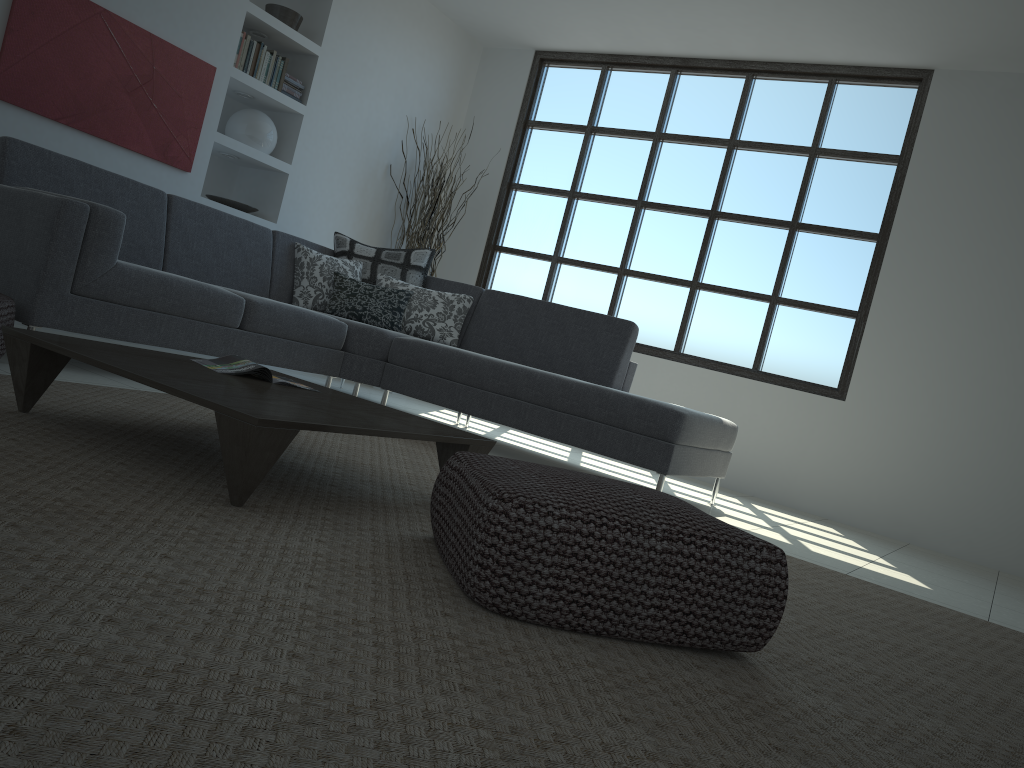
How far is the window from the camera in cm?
597

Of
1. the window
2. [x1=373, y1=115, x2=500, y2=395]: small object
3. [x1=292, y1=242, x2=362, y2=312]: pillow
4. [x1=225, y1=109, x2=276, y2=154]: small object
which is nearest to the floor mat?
[x1=292, y1=242, x2=362, y2=312]: pillow

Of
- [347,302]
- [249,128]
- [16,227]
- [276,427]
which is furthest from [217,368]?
[249,128]

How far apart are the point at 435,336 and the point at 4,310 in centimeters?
256cm

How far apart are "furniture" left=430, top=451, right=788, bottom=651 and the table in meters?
0.2

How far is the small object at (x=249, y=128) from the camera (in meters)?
5.82

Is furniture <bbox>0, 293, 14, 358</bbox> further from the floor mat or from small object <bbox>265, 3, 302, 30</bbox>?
small object <bbox>265, 3, 302, 30</bbox>

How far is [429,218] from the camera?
6.8m

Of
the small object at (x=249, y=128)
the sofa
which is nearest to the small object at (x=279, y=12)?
the small object at (x=249, y=128)

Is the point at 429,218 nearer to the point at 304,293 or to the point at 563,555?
the point at 304,293
